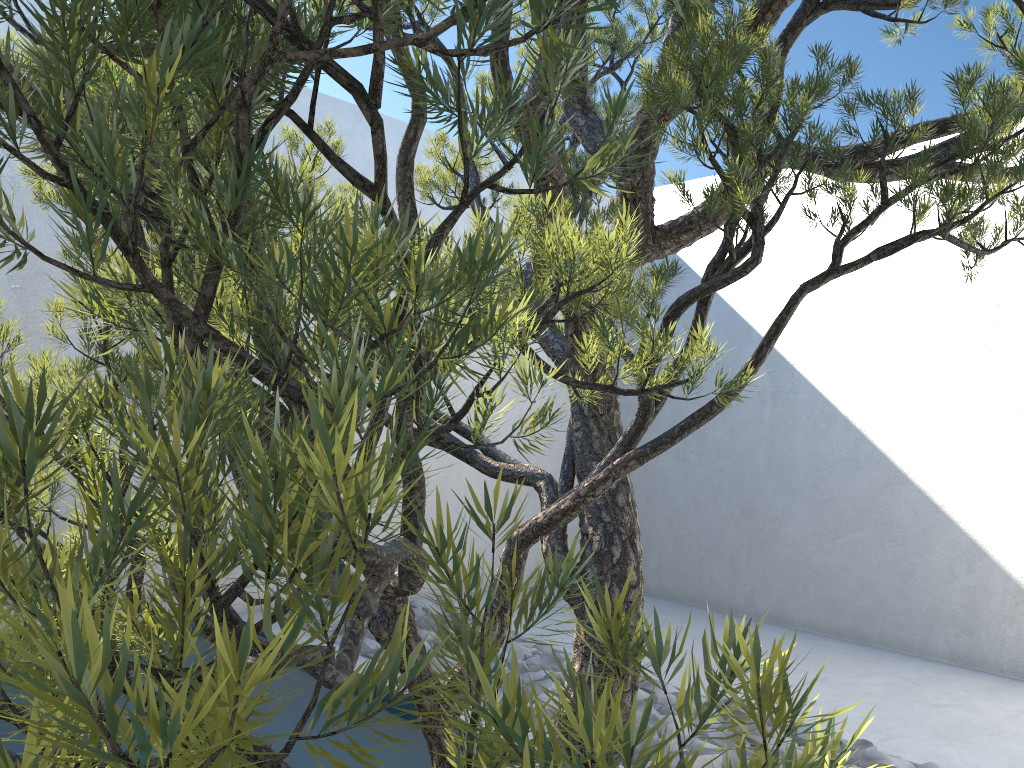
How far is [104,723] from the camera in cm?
25

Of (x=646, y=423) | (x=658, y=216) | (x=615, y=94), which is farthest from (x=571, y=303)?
(x=658, y=216)

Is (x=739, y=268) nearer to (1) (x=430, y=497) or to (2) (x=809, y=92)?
(2) (x=809, y=92)

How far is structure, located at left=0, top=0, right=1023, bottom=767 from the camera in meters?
0.2

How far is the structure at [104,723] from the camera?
0.25m
